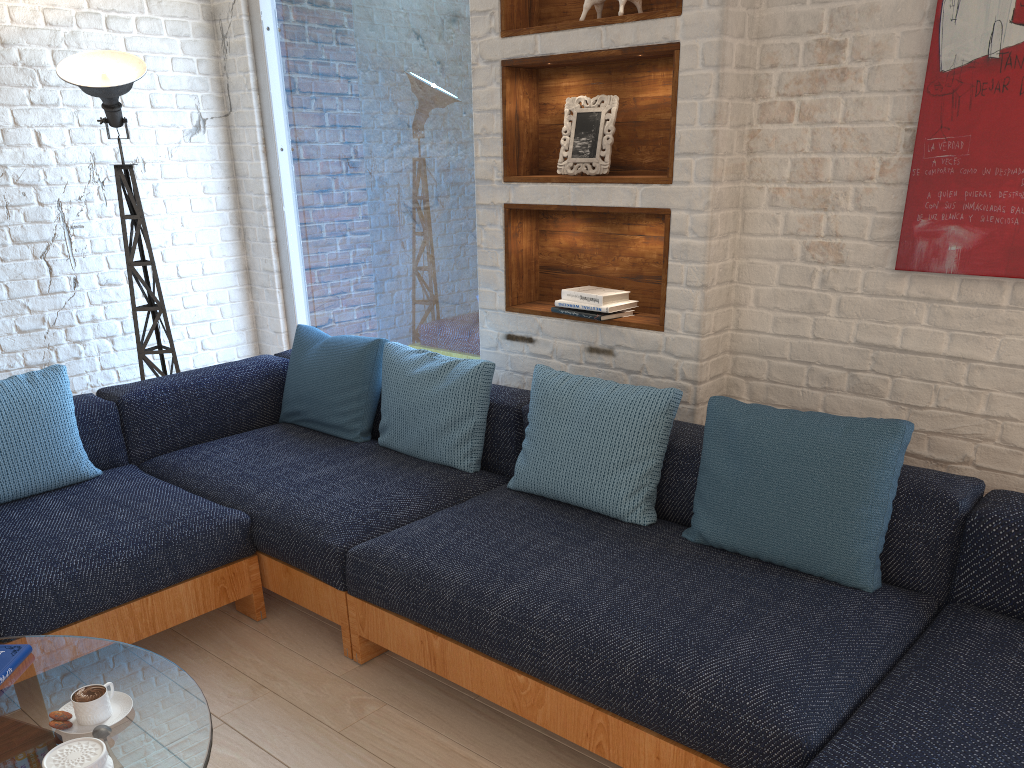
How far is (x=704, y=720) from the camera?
1.7m

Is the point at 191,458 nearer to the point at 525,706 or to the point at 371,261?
the point at 371,261

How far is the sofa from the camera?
1.7 meters

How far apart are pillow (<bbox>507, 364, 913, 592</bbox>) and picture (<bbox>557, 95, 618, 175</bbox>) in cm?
72

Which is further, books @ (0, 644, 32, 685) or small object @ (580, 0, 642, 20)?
small object @ (580, 0, 642, 20)

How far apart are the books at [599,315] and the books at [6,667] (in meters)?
1.91

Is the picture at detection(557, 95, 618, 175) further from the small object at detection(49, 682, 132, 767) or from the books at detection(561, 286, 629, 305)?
the small object at detection(49, 682, 132, 767)

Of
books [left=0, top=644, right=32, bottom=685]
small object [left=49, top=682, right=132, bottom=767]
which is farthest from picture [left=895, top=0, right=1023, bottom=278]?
books [left=0, top=644, right=32, bottom=685]

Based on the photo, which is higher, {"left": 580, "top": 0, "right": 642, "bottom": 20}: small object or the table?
{"left": 580, "top": 0, "right": 642, "bottom": 20}: small object

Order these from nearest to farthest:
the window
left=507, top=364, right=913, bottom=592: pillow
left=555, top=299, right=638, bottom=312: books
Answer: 1. left=507, top=364, right=913, bottom=592: pillow
2. left=555, top=299, right=638, bottom=312: books
3. the window
